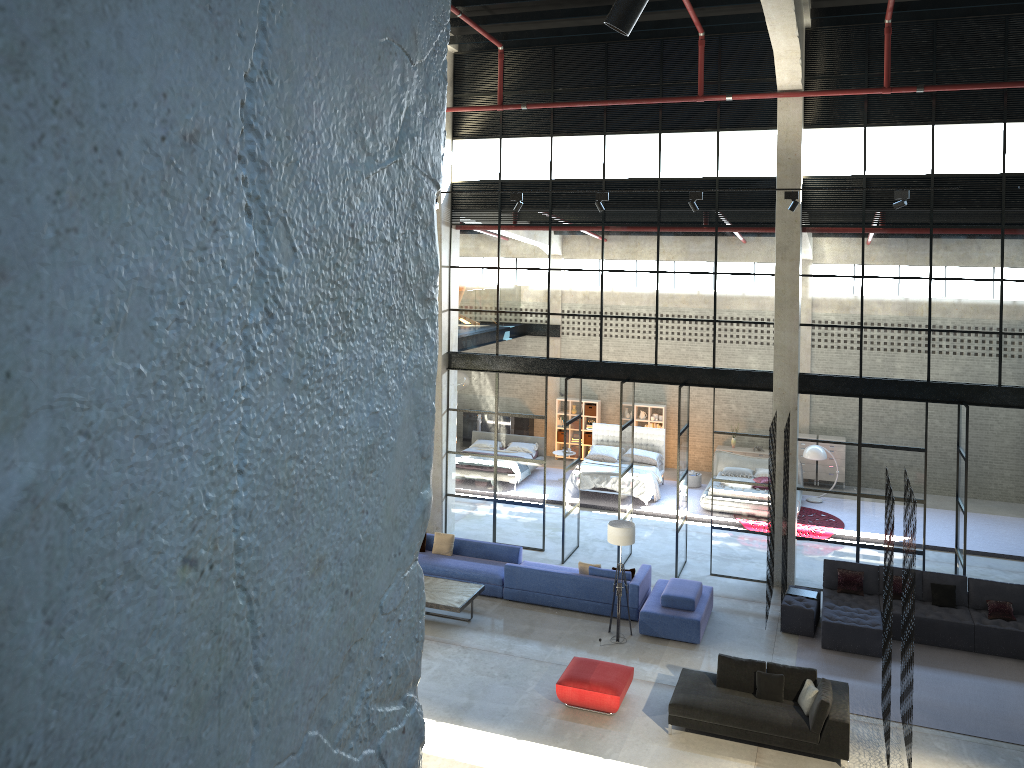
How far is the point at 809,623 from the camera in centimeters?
1423cm

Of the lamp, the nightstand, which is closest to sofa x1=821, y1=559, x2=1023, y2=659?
the lamp

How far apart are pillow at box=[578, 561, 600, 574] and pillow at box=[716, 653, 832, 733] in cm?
371

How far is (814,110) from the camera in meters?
15.2 m

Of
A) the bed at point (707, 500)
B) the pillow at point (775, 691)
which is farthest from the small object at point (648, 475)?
the pillow at point (775, 691)

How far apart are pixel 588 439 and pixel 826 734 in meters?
14.9 m

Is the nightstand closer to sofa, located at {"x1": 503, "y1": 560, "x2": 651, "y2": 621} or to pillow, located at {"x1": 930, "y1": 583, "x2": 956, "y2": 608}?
sofa, located at {"x1": 503, "y1": 560, "x2": 651, "y2": 621}

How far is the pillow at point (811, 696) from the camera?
11.09m

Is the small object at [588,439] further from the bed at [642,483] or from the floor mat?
the floor mat

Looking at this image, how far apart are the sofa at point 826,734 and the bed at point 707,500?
8.59m
